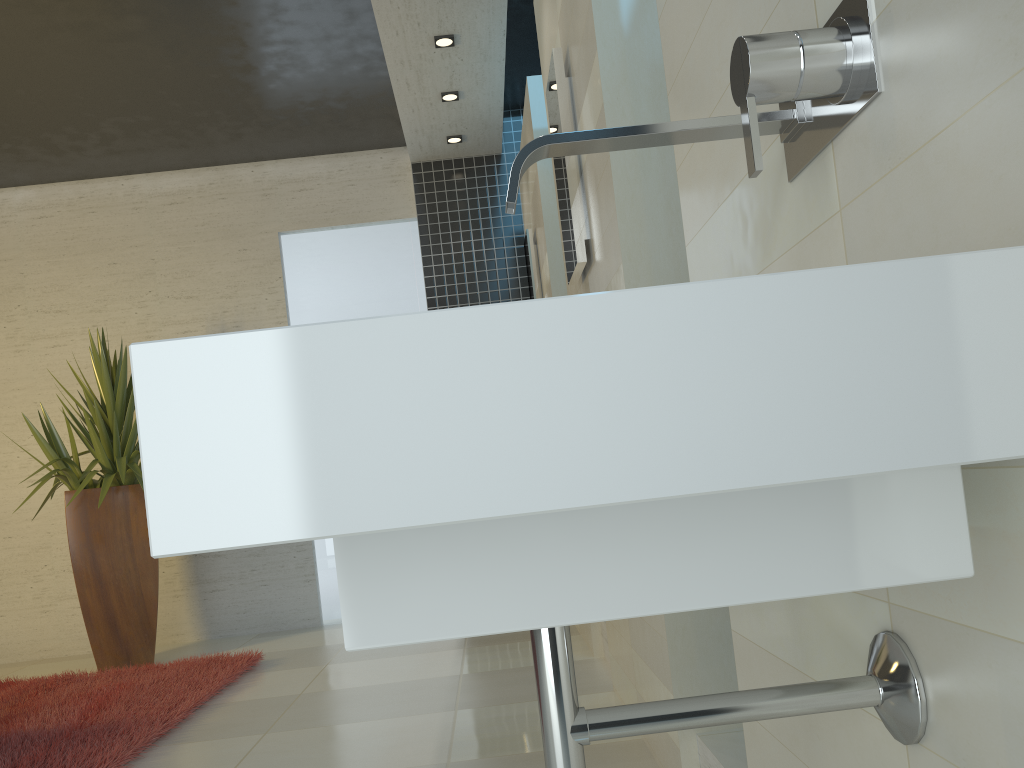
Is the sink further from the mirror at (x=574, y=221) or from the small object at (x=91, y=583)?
the small object at (x=91, y=583)

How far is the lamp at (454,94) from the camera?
5.27m

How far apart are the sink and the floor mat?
2.6m

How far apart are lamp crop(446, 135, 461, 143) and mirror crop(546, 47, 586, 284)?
3.0m

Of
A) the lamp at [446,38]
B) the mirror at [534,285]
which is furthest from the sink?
the lamp at [446,38]

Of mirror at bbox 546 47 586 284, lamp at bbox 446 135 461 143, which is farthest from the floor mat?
lamp at bbox 446 135 461 143

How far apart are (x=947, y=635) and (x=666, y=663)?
1.5 meters

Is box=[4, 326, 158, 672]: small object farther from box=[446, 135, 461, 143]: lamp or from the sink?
the sink

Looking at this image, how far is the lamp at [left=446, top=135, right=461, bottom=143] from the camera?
5.9 meters

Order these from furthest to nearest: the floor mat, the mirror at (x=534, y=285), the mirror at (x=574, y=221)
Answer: the mirror at (x=534, y=285), the floor mat, the mirror at (x=574, y=221)
